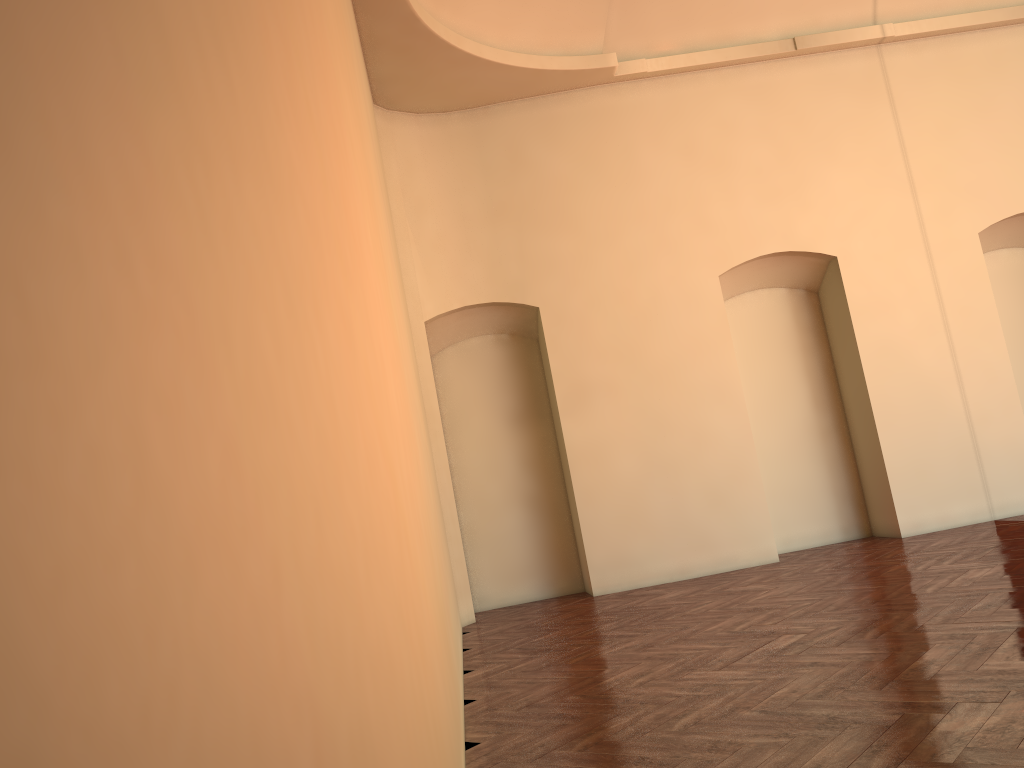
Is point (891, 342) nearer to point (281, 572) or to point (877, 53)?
point (877, 53)

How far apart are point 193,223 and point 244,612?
0.3m
